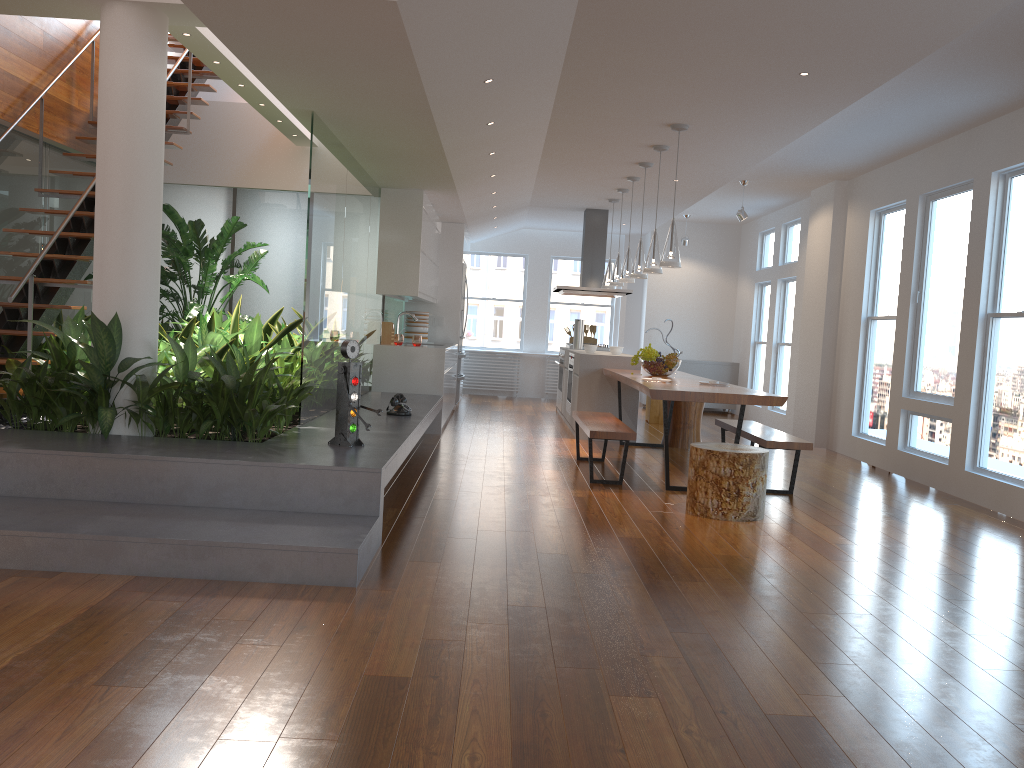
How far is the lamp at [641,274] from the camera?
7.7m

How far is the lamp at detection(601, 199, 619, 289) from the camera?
9.8m

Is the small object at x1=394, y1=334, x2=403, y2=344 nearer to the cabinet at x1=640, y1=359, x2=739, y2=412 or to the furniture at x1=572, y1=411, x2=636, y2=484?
the furniture at x1=572, y1=411, x2=636, y2=484

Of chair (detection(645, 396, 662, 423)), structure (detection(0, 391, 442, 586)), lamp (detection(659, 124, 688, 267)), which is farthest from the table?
chair (detection(645, 396, 662, 423))

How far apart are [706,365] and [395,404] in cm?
718

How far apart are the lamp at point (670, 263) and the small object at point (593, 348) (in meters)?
2.81

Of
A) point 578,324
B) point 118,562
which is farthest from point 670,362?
point 118,562

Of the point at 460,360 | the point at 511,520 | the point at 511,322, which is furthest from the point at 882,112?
the point at 511,322

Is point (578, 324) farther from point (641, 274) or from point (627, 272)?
point (641, 274)

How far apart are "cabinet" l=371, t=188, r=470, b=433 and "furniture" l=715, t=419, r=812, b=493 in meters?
2.6
